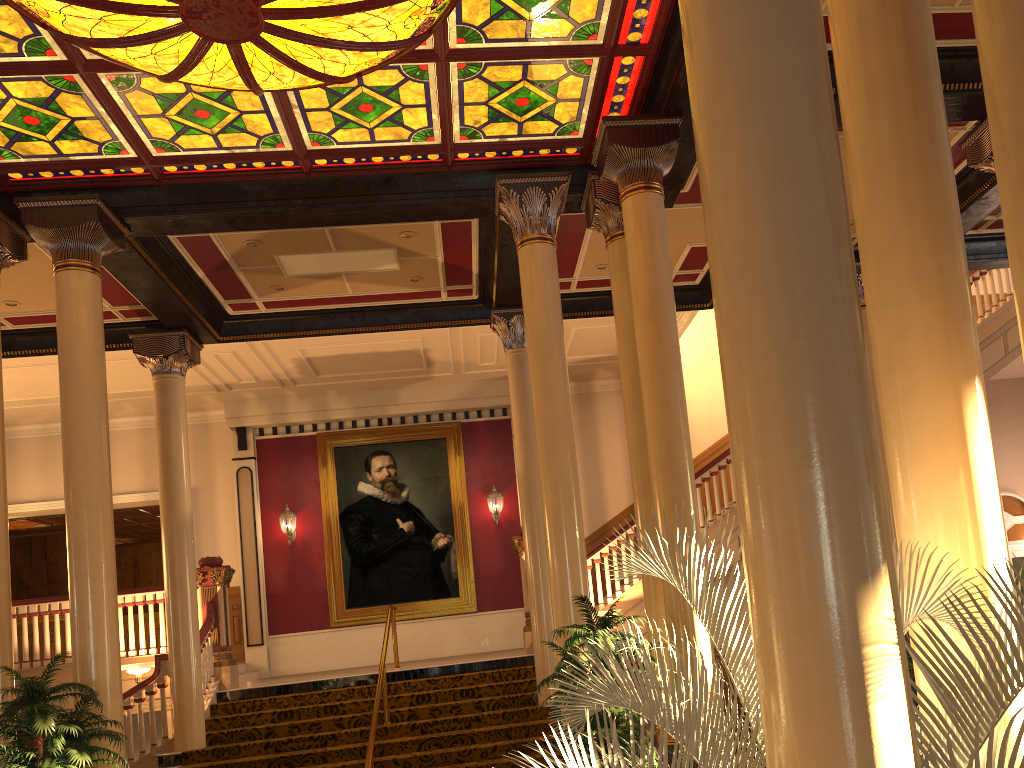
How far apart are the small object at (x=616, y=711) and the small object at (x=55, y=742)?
3.3 meters

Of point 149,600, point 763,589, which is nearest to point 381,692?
point 149,600

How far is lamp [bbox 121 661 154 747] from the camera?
10.4 meters

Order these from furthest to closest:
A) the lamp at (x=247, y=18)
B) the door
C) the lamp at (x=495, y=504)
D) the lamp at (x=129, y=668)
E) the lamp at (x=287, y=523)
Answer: the door, the lamp at (x=495, y=504), the lamp at (x=287, y=523), the lamp at (x=129, y=668), the lamp at (x=247, y=18)

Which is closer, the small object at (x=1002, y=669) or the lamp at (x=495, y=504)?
the small object at (x=1002, y=669)

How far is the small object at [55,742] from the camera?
6.0m

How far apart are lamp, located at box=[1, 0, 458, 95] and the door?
14.8m

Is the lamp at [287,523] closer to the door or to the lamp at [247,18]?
the lamp at [247,18]

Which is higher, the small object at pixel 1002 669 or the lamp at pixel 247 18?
the lamp at pixel 247 18

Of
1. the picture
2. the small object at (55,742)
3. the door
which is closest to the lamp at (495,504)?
the picture
